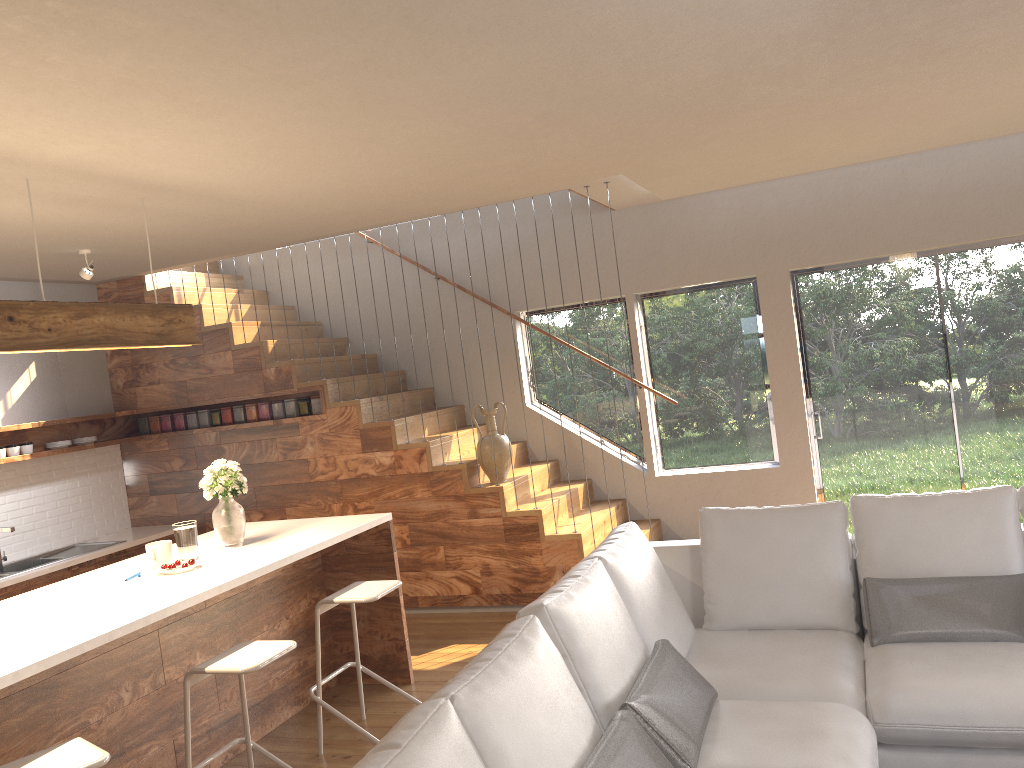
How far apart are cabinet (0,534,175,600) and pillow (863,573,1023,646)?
5.0m

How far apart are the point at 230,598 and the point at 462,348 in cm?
246

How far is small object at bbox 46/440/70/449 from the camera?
6.5 meters

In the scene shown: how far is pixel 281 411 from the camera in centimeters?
678cm

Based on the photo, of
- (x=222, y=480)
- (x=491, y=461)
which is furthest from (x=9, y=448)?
(x=491, y=461)

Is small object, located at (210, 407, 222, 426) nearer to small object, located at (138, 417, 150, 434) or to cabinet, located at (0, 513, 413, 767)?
small object, located at (138, 417, 150, 434)

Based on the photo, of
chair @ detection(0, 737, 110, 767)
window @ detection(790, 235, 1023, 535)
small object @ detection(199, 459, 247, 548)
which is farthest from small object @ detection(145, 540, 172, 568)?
window @ detection(790, 235, 1023, 535)

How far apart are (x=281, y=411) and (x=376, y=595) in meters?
3.0

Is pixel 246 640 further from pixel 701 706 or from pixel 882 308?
→ pixel 882 308

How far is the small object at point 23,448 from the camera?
6.3m
